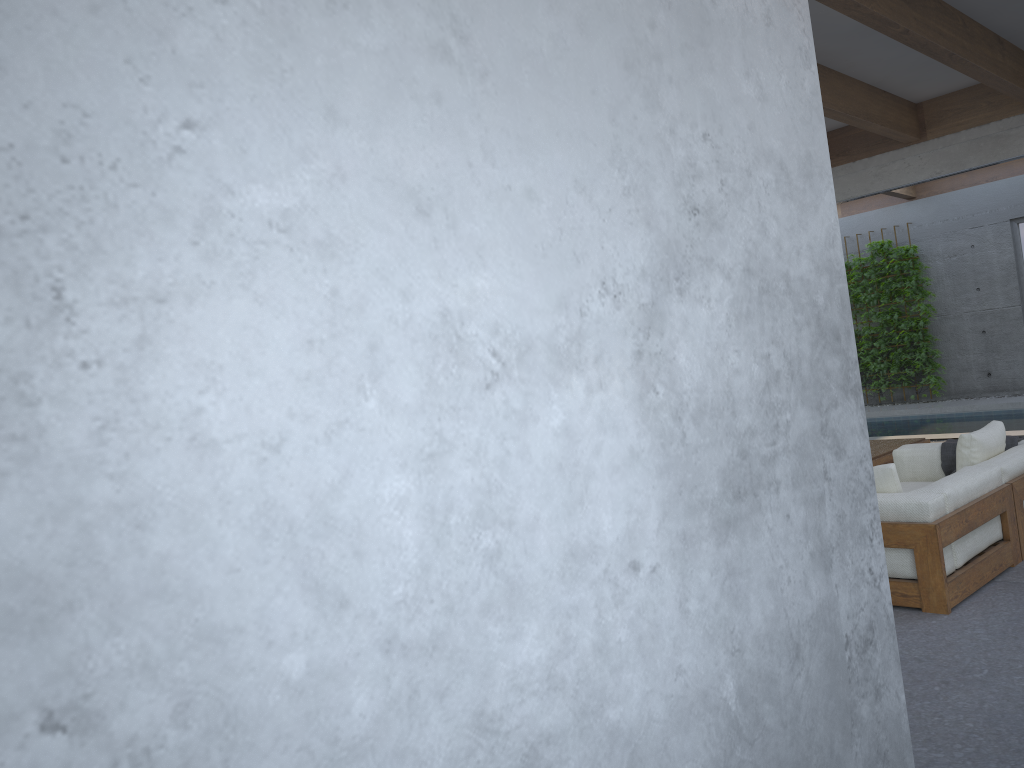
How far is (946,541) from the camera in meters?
4.1 m

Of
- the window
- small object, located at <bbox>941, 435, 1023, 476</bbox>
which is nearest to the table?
small object, located at <bbox>941, 435, 1023, 476</bbox>

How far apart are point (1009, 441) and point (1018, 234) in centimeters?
853cm

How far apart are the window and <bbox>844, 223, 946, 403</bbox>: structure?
1.21m

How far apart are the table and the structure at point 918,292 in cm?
661

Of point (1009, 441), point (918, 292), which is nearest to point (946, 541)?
point (1009, 441)

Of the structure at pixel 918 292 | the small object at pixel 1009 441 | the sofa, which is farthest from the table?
the structure at pixel 918 292

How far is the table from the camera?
6.7 meters

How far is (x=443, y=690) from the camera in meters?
1.1

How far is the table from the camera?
6.7 meters
